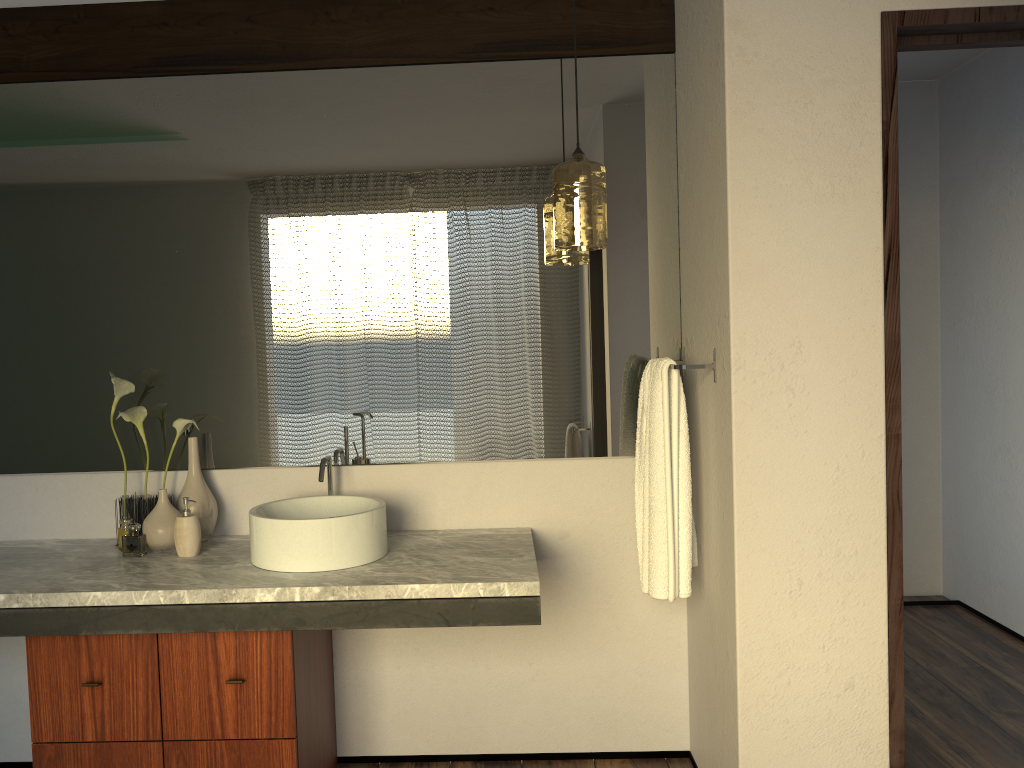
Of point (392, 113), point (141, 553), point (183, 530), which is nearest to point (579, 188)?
point (392, 113)

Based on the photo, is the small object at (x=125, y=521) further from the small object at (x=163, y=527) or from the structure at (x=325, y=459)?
the structure at (x=325, y=459)

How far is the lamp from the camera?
2.2m

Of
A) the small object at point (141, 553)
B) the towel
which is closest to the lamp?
the towel

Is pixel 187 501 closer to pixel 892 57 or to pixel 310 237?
pixel 310 237

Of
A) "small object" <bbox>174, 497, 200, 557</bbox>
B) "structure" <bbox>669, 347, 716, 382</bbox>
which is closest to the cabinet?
"small object" <bbox>174, 497, 200, 557</bbox>

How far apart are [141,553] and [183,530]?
5.67m

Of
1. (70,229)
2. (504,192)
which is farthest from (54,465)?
(504,192)

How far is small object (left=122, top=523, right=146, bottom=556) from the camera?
7.43m

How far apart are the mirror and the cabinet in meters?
0.5 m
